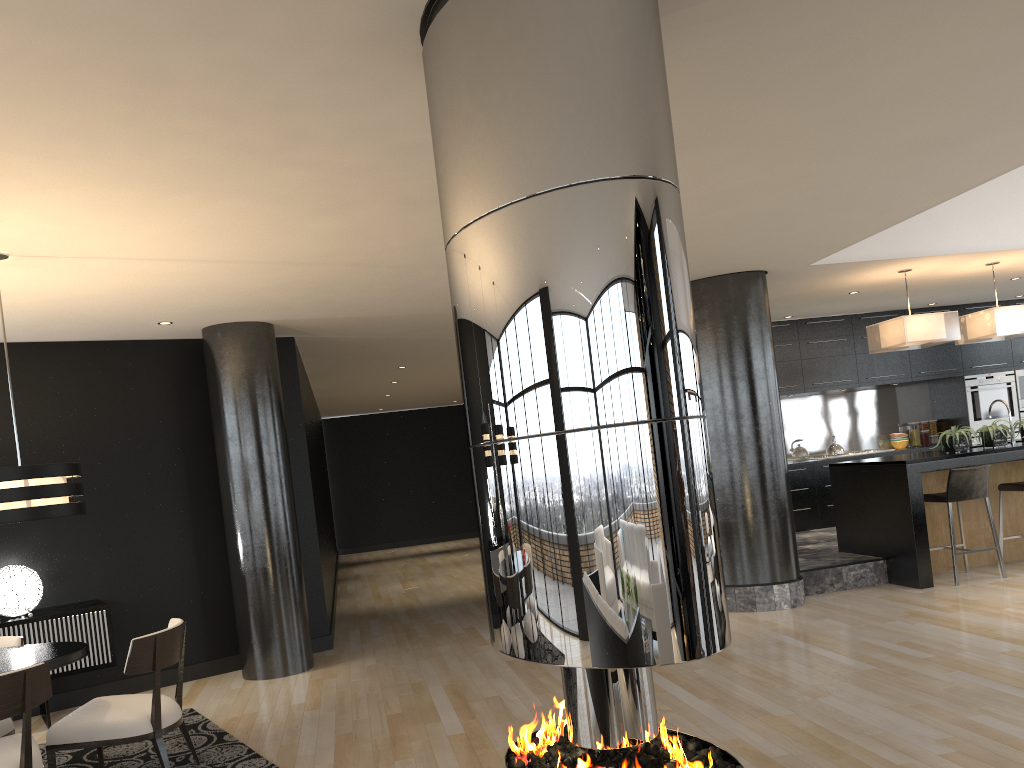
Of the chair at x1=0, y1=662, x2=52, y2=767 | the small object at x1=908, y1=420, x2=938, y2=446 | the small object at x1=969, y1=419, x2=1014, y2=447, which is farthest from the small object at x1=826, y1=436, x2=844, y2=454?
the chair at x1=0, y1=662, x2=52, y2=767

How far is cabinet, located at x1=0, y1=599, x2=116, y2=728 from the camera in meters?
5.8

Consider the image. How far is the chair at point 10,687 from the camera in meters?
3.6

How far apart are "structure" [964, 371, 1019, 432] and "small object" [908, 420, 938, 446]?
0.6 meters

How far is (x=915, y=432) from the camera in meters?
11.4

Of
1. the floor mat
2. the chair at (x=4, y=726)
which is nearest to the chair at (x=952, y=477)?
the floor mat

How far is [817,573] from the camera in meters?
7.5

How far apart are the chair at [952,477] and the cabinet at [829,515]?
2.88m

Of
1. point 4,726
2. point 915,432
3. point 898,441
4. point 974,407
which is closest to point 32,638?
point 4,726

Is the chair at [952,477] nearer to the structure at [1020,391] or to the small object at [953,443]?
the small object at [953,443]
